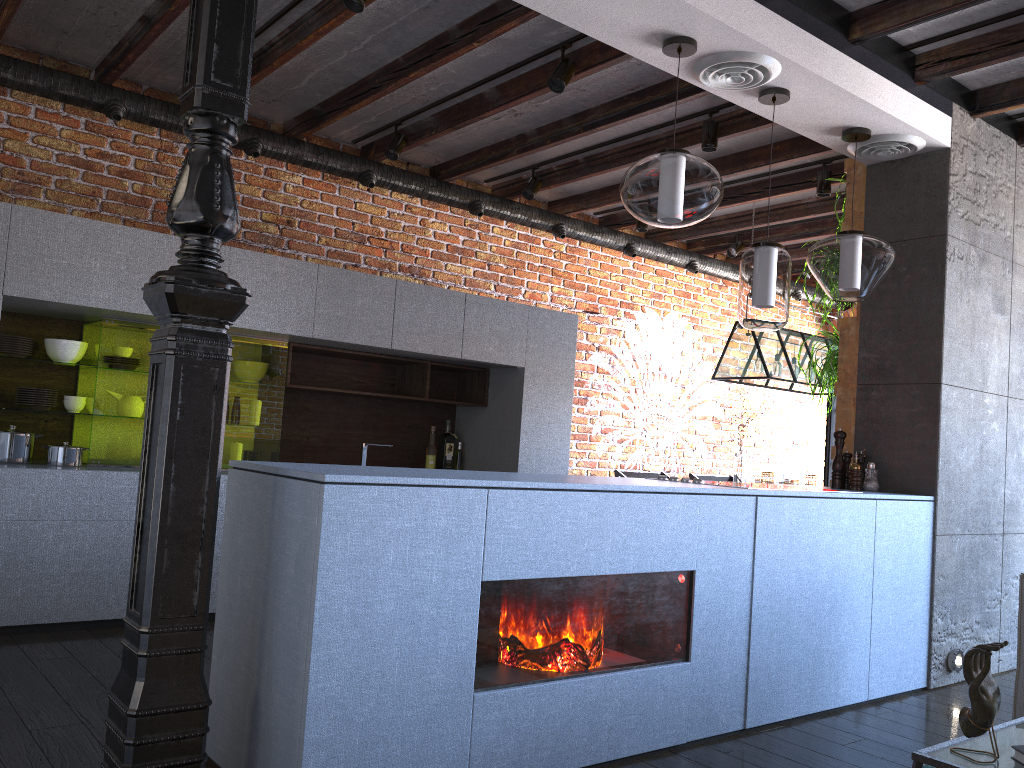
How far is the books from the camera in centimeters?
168cm

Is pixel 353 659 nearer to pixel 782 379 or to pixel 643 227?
pixel 782 379

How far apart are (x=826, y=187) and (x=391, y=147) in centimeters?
253cm

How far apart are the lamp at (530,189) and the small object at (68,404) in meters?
2.9 m

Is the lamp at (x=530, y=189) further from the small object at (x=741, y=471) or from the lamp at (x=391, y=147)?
the small object at (x=741, y=471)

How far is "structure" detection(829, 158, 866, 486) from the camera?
4.44m

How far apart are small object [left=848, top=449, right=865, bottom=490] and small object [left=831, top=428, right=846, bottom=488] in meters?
0.1 m

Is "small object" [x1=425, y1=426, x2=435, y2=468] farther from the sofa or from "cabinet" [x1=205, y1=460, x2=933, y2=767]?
the sofa

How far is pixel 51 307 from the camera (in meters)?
4.04

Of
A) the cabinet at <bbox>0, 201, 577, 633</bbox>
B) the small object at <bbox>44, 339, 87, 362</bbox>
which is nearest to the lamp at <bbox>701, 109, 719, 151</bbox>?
the cabinet at <bbox>0, 201, 577, 633</bbox>
